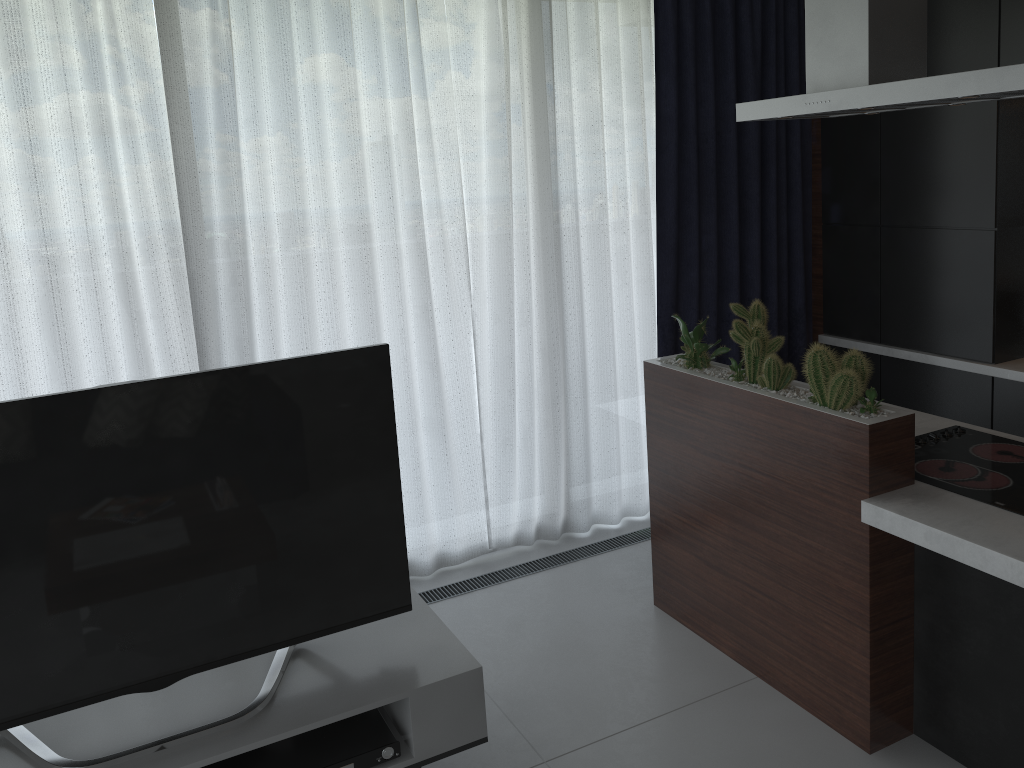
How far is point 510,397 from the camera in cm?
383

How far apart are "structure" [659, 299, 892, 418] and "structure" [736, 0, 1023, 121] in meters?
0.6

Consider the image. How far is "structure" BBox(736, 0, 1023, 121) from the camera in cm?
221

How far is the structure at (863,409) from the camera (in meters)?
2.46

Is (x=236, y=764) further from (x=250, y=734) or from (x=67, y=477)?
(x=67, y=477)

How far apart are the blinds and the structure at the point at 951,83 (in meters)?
0.97

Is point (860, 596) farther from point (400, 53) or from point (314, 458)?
point (400, 53)

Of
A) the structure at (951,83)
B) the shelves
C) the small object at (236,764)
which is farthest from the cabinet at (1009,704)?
the small object at (236,764)

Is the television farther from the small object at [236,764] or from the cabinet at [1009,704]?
the cabinet at [1009,704]

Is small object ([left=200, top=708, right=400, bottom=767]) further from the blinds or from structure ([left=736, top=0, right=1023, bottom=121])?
structure ([left=736, top=0, right=1023, bottom=121])
